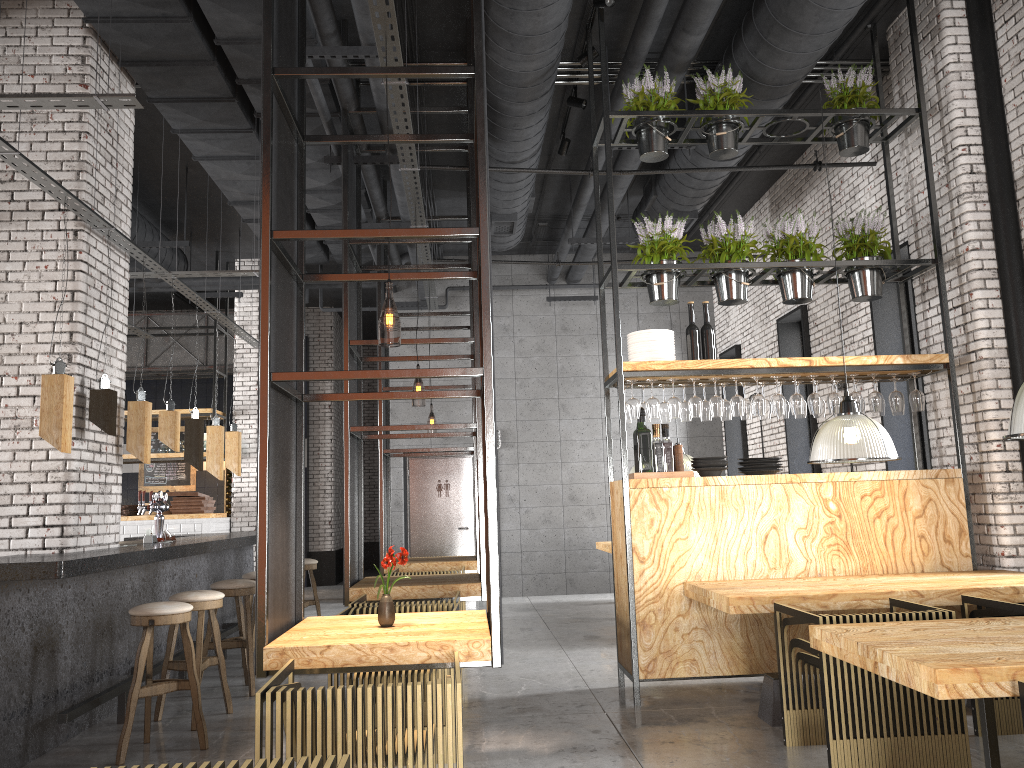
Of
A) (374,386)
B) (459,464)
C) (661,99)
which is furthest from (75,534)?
(374,386)

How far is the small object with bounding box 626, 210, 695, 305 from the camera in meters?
6.3

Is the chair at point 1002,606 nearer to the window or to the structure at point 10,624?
the window

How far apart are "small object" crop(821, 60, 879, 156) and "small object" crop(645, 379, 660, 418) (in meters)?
2.40

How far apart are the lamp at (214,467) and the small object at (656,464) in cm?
427

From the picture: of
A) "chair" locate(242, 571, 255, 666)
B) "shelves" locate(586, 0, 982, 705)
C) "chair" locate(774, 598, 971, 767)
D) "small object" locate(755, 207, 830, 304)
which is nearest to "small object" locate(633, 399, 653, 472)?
"shelves" locate(586, 0, 982, 705)

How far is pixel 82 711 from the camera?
5.0m

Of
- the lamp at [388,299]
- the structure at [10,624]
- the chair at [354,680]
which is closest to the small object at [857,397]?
the lamp at [388,299]

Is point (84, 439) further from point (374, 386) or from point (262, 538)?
point (374, 386)

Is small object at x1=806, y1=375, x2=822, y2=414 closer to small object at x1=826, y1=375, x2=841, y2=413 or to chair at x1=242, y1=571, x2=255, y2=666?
small object at x1=826, y1=375, x2=841, y2=413
